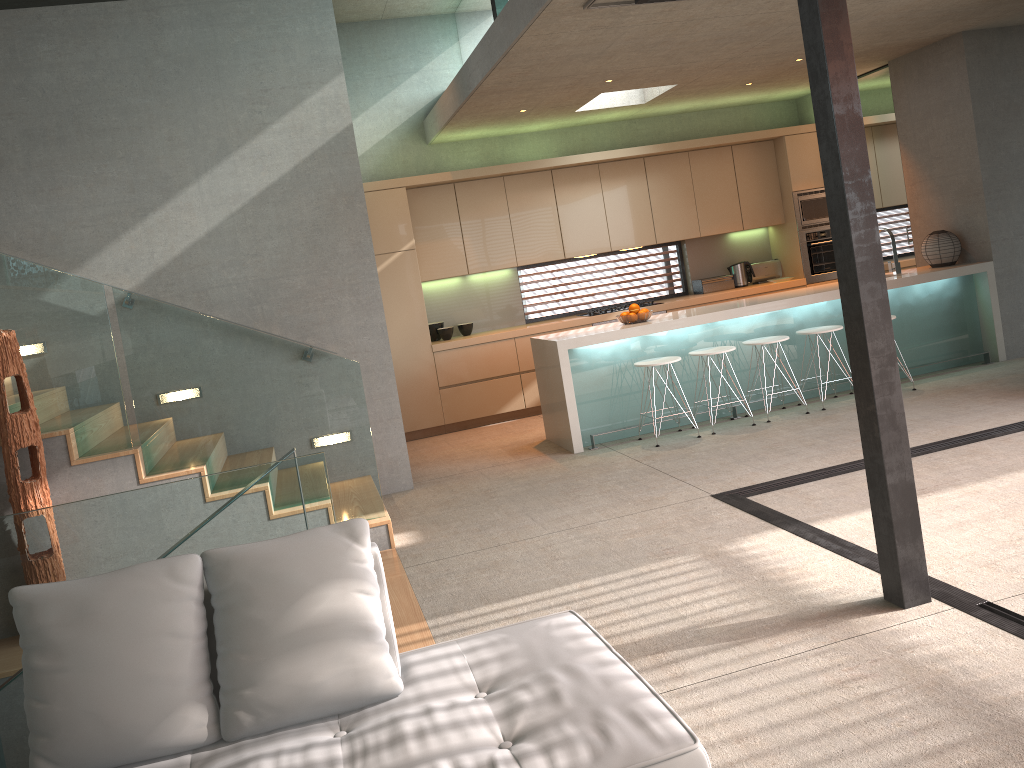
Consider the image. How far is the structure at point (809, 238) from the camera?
9.7 meters

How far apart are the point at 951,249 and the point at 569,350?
3.76m

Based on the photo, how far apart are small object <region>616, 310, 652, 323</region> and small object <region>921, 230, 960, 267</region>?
2.9 meters

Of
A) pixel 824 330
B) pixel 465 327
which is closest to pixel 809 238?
pixel 824 330

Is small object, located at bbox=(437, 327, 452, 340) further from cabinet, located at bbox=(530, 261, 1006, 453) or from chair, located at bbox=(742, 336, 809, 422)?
chair, located at bbox=(742, 336, 809, 422)

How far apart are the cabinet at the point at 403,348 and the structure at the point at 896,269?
1.8 meters

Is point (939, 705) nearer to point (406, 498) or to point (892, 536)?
point (892, 536)

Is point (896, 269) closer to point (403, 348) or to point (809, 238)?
point (809, 238)

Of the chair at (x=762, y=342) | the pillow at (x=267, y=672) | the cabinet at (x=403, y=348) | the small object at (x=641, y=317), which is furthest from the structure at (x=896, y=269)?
the pillow at (x=267, y=672)

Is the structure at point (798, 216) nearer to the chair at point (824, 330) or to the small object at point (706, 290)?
the small object at point (706, 290)
